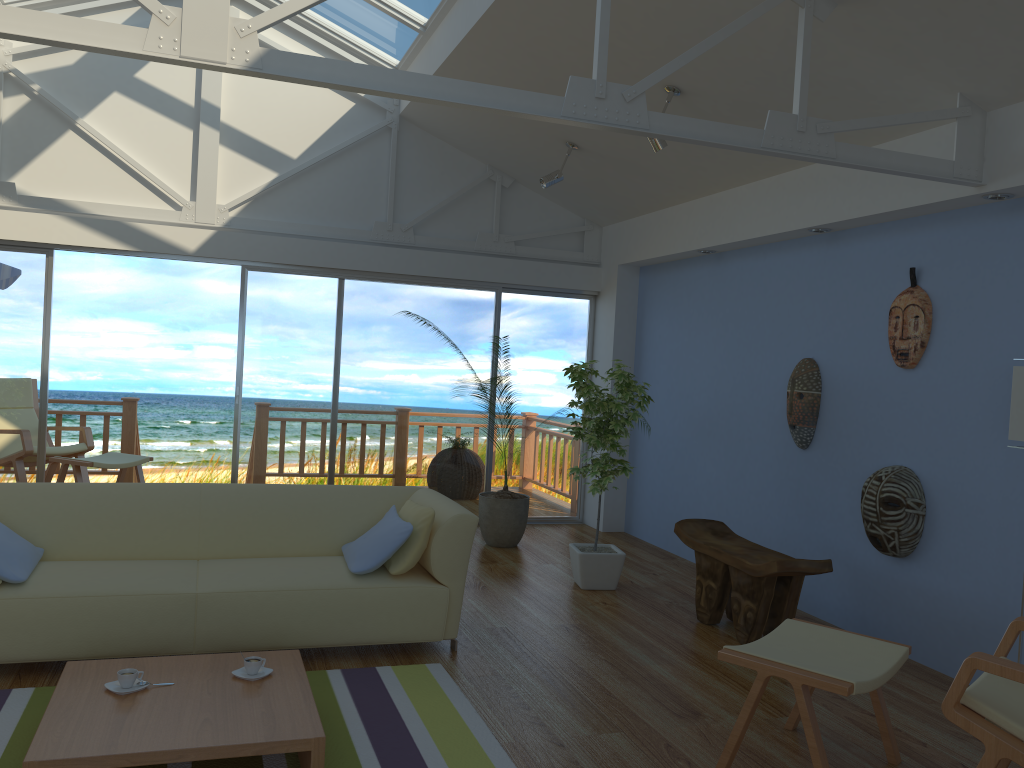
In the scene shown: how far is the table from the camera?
2.5m

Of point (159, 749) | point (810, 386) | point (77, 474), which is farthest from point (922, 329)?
point (77, 474)

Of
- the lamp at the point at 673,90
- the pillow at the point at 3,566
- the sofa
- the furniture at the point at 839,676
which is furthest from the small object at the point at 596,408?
the pillow at the point at 3,566

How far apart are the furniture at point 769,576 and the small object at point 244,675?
2.4m

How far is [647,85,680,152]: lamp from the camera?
4.8m

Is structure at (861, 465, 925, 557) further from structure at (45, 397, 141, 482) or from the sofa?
structure at (45, 397, 141, 482)

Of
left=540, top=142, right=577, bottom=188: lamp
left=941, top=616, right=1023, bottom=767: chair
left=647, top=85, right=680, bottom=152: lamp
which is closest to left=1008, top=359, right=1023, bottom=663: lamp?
left=941, top=616, right=1023, bottom=767: chair

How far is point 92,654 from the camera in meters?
3.5 m

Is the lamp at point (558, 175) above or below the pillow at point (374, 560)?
above

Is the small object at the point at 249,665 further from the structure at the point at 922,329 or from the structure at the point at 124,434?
the structure at the point at 124,434
